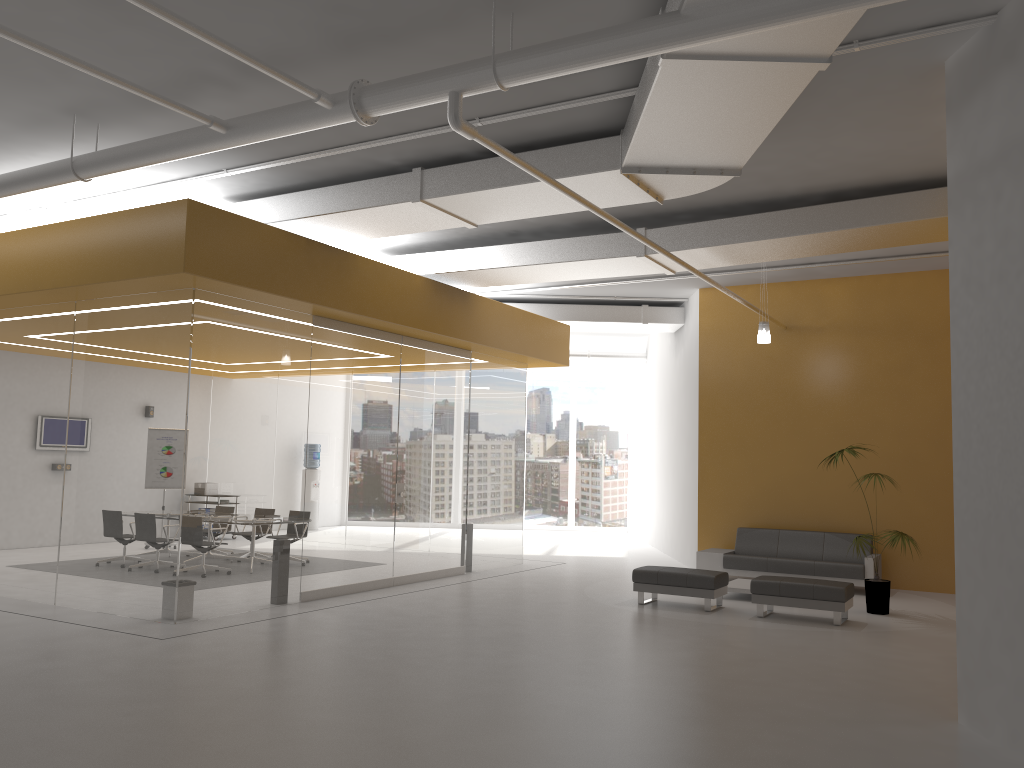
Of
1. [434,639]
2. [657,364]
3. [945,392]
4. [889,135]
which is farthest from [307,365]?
[657,364]

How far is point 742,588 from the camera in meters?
11.0

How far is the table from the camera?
11.0m

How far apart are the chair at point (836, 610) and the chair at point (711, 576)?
0.4m

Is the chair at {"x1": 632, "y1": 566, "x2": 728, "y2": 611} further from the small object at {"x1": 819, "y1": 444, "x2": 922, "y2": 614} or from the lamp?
the lamp

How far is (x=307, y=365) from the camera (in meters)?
10.20

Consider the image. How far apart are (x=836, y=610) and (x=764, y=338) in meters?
3.7 m

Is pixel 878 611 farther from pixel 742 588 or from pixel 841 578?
pixel 841 578

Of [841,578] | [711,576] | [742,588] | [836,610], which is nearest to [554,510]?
[841,578]

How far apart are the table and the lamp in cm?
315
